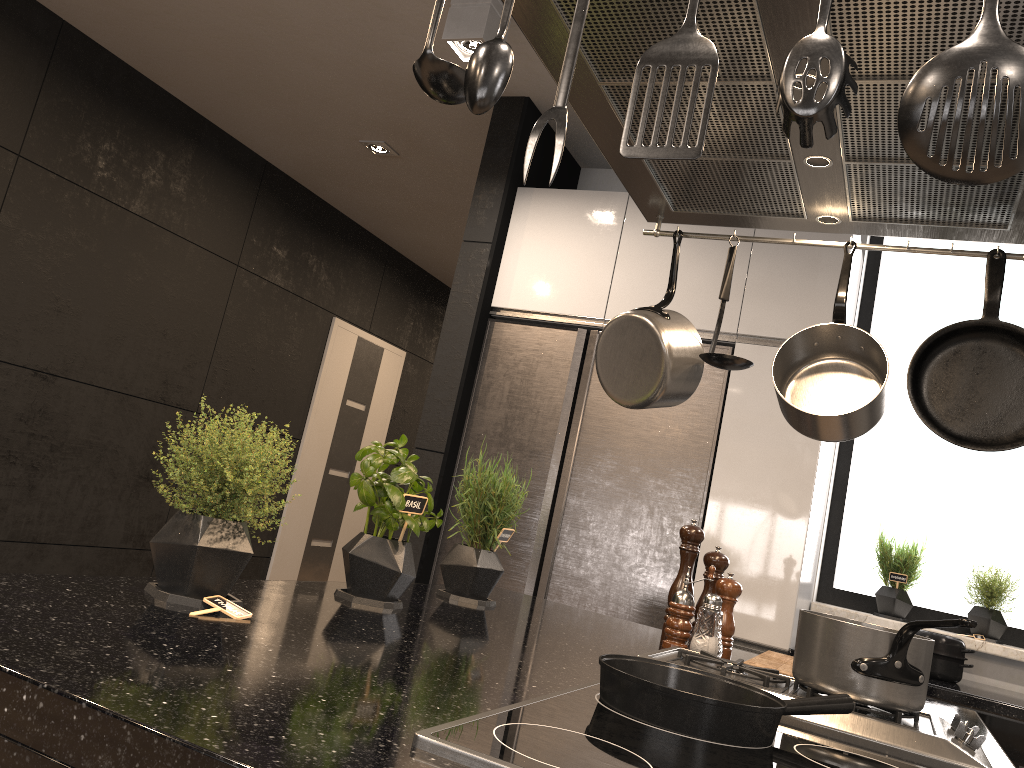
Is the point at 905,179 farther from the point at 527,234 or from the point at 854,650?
the point at 527,234

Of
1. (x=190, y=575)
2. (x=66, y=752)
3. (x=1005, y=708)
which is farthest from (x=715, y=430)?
(x=66, y=752)

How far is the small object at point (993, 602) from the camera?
3.26m

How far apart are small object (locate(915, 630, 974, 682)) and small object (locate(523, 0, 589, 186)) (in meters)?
2.83

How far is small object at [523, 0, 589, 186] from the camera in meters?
0.7

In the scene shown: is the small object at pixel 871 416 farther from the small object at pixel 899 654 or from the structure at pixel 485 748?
the structure at pixel 485 748

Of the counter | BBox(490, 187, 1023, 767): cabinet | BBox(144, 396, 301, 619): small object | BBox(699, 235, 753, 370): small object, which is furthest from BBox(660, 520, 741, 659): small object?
the counter

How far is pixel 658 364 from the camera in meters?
1.7

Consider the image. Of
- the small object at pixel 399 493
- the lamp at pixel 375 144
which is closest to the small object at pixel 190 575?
the small object at pixel 399 493

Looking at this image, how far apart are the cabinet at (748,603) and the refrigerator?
0.02m
